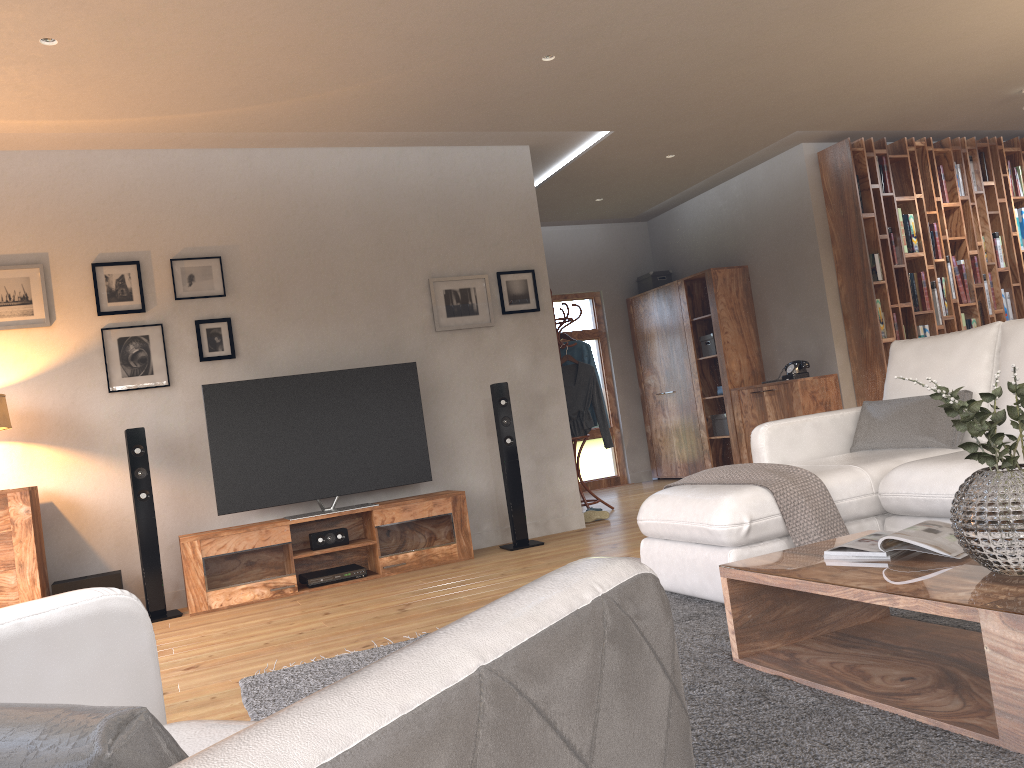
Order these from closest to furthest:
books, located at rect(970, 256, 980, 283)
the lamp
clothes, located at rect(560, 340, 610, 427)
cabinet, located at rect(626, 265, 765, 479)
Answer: the lamp → clothes, located at rect(560, 340, 610, 427) → books, located at rect(970, 256, 980, 283) → cabinet, located at rect(626, 265, 765, 479)

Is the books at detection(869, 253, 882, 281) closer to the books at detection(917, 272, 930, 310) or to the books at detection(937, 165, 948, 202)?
the books at detection(917, 272, 930, 310)

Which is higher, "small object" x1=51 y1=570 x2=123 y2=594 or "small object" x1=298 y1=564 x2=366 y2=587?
"small object" x1=51 y1=570 x2=123 y2=594

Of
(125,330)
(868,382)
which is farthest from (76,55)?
(868,382)

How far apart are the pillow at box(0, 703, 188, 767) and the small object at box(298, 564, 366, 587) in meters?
4.7

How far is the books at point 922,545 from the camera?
2.32m

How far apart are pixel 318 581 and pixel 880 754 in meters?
3.9

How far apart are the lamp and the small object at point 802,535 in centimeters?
354cm

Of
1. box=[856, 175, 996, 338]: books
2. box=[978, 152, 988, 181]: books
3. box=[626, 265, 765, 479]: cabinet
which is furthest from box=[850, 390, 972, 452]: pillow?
box=[978, 152, 988, 181]: books

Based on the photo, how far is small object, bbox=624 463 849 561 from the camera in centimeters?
324cm
